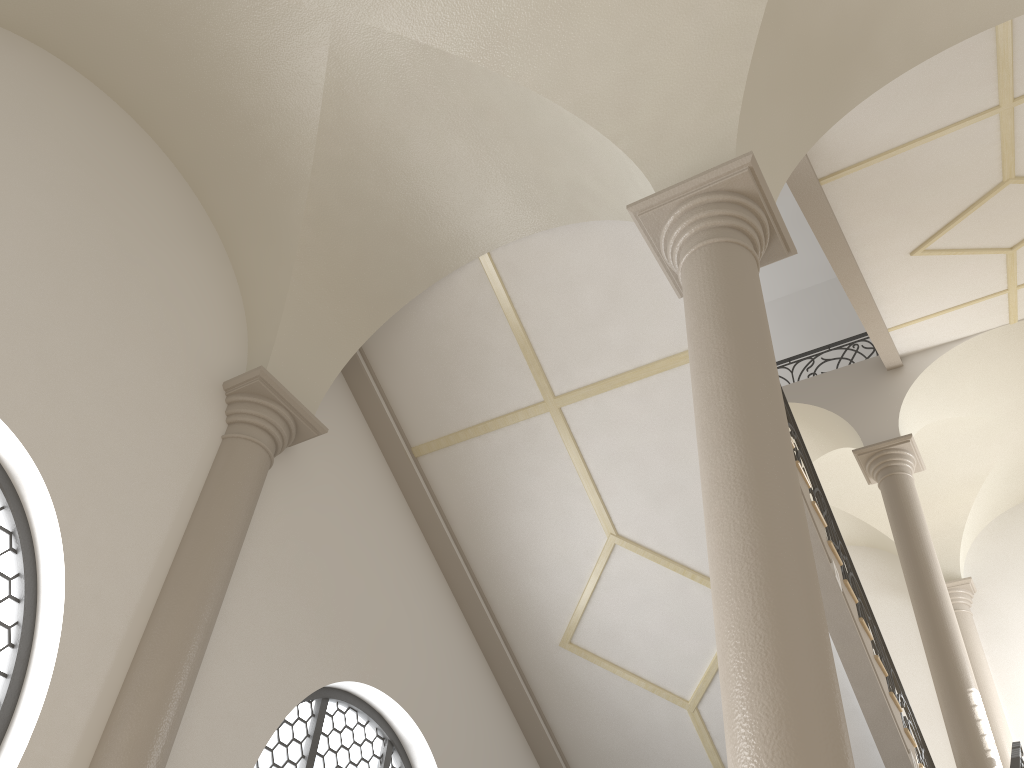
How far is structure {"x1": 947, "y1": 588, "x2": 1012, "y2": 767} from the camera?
10.9m

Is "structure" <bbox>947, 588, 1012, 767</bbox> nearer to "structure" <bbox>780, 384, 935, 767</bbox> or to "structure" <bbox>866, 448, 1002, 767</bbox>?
"structure" <bbox>866, 448, 1002, 767</bbox>

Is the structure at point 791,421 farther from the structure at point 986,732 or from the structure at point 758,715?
the structure at point 758,715

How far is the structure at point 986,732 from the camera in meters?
8.1 m

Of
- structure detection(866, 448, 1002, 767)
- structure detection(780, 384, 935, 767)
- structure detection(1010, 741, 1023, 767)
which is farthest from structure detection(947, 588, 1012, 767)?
structure detection(1010, 741, 1023, 767)

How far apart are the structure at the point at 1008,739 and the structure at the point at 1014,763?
3.7m

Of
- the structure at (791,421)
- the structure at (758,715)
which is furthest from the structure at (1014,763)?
the structure at (758,715)

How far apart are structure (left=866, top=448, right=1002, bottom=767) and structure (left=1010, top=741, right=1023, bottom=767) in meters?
0.4 m

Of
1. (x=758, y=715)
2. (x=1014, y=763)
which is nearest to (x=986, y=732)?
(x=1014, y=763)

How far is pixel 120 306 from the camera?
5.35m
